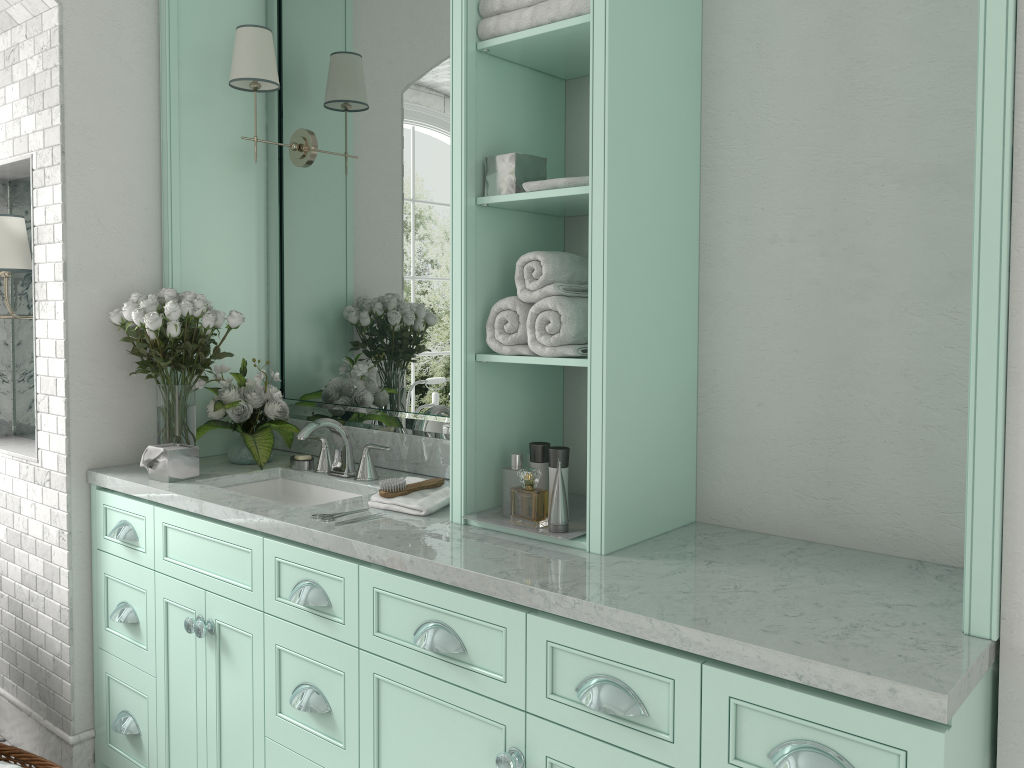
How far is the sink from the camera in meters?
3.1 m

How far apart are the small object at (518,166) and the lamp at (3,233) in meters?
1.9

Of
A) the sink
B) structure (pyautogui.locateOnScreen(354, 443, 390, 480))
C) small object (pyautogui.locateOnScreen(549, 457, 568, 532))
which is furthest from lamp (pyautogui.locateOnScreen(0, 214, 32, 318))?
small object (pyautogui.locateOnScreen(549, 457, 568, 532))

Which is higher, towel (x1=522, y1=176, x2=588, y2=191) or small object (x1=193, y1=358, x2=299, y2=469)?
towel (x1=522, y1=176, x2=588, y2=191)

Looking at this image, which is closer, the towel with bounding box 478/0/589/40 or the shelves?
the shelves

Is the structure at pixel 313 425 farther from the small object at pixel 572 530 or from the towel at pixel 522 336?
the towel at pixel 522 336

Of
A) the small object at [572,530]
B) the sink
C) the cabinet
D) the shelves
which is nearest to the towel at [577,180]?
the shelves

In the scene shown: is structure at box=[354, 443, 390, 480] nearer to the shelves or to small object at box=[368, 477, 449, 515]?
small object at box=[368, 477, 449, 515]

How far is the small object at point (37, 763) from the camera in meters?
2.9 m

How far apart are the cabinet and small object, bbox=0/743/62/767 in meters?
0.2
